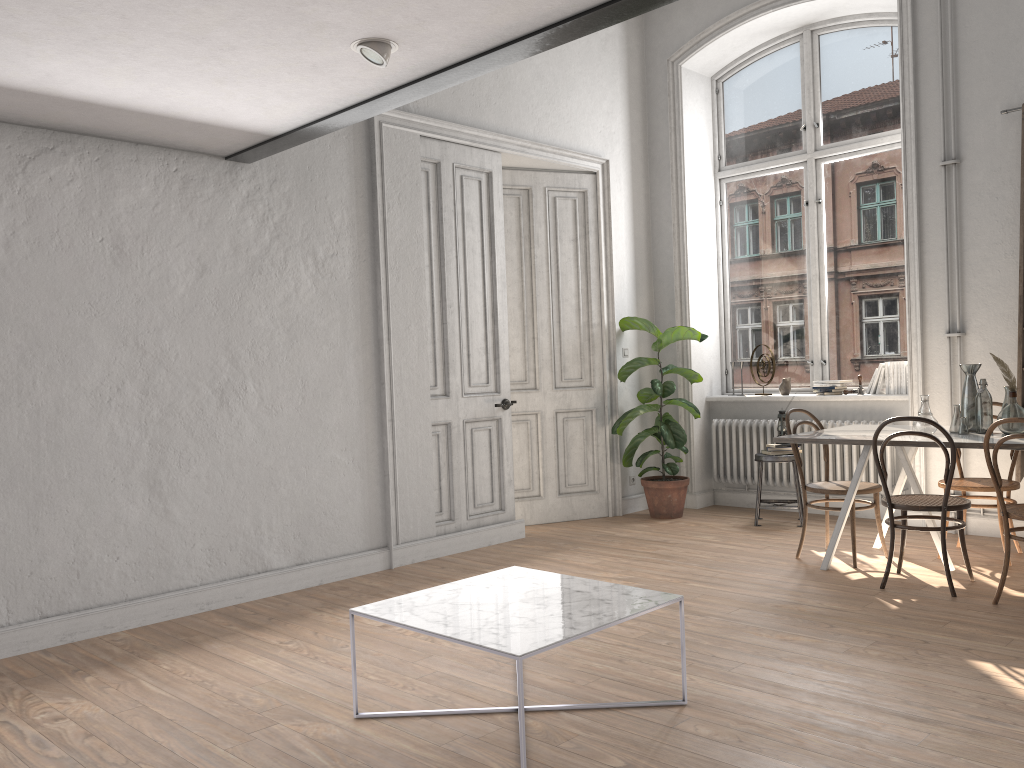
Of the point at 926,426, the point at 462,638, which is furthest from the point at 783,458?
the point at 462,638

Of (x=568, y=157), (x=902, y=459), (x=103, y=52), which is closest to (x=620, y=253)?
(x=568, y=157)

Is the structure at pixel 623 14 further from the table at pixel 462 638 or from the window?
the window

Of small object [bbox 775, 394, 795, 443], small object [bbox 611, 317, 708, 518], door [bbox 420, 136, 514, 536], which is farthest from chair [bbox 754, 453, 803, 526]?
door [bbox 420, 136, 514, 536]

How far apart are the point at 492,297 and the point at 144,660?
3.43m

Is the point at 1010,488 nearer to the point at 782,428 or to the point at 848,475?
the point at 848,475

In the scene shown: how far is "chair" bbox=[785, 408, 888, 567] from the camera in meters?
5.2

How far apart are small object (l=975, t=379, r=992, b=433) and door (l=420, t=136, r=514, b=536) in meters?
3.0 m

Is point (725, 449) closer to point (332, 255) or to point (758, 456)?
point (758, 456)

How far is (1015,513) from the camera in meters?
4.2 m
